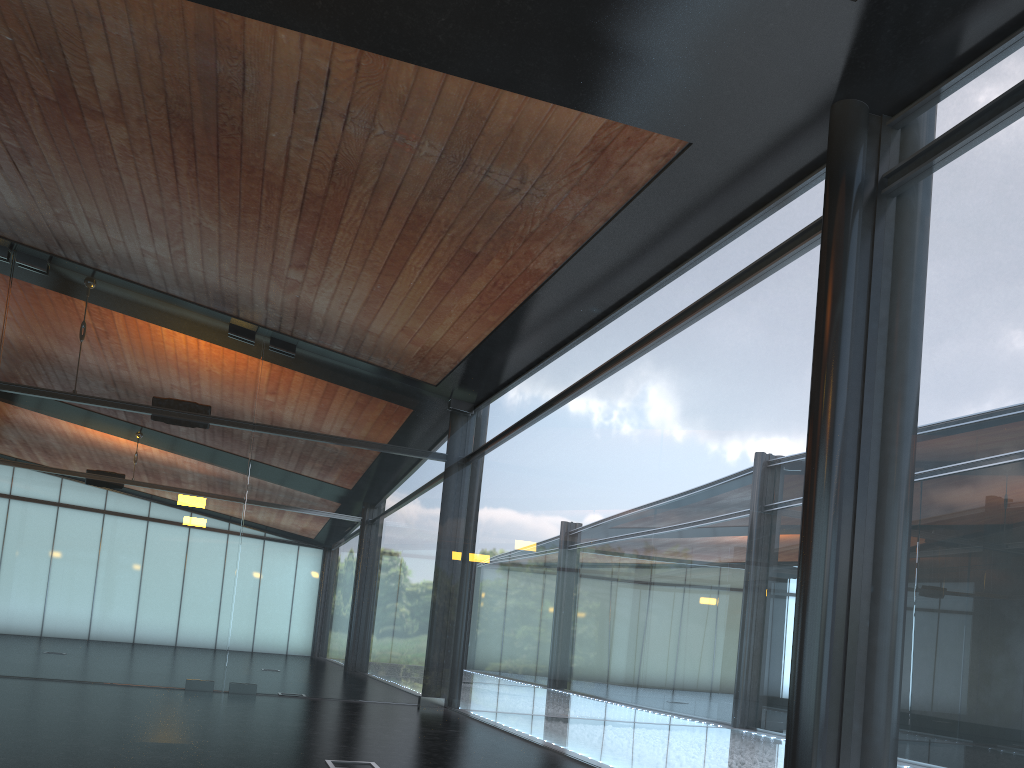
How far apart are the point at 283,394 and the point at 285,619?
3.27m
